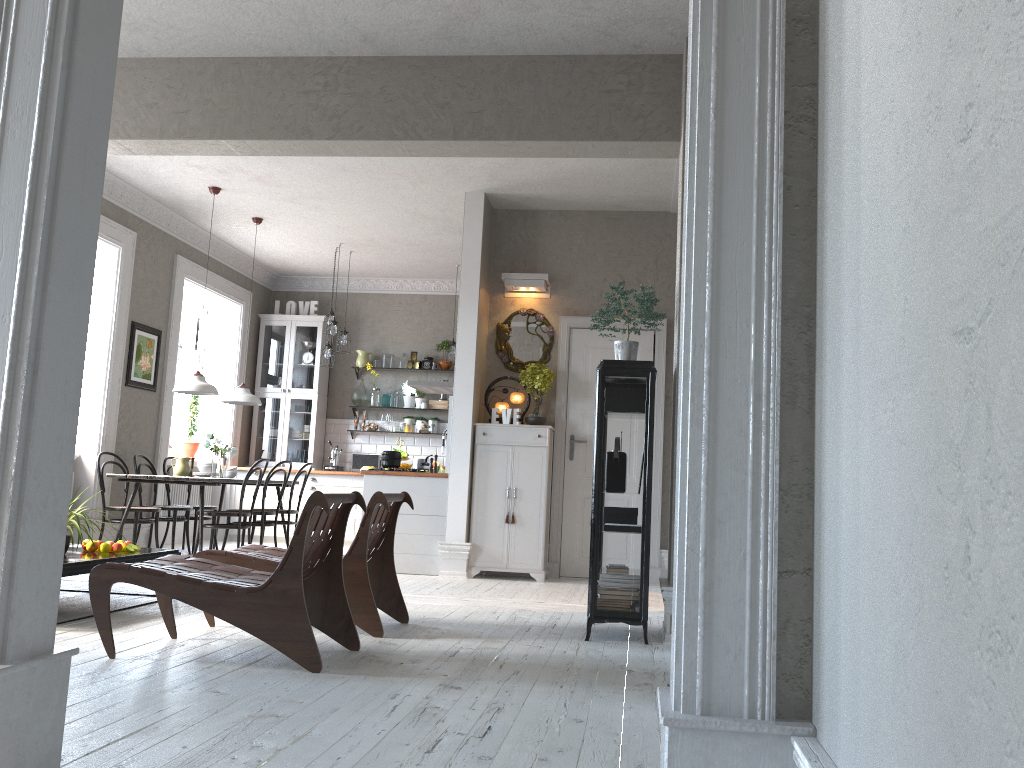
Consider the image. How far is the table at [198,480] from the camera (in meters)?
7.29

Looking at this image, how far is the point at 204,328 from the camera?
10.7m

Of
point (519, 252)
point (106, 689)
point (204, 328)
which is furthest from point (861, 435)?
point (204, 328)

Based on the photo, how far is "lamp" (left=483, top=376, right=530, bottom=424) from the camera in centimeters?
771cm

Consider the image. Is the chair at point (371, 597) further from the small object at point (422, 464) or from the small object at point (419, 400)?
the small object at point (419, 400)

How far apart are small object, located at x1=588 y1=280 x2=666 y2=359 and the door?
2.7m

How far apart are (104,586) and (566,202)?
5.3 meters

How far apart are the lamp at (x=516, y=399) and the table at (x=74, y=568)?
3.2 meters

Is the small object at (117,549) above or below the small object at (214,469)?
below

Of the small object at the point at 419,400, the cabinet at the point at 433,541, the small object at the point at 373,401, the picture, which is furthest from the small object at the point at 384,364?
the picture
